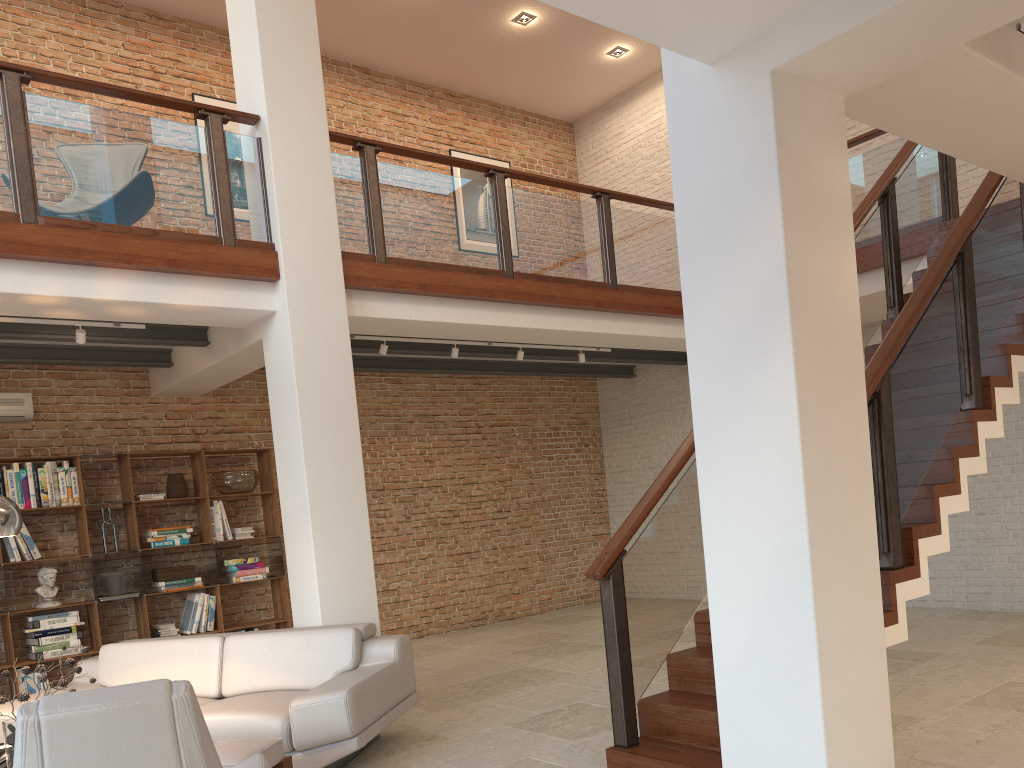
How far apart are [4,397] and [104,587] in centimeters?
178cm

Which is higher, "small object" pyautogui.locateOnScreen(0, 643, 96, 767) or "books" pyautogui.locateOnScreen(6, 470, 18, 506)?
"books" pyautogui.locateOnScreen(6, 470, 18, 506)

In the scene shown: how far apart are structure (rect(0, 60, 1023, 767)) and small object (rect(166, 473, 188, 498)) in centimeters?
283cm

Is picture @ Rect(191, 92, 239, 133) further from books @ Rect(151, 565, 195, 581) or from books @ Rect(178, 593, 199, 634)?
books @ Rect(178, 593, 199, 634)

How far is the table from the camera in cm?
368

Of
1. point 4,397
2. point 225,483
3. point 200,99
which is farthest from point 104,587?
point 200,99

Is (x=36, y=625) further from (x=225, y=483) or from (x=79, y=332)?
(x=79, y=332)

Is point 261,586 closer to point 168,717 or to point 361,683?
point 361,683

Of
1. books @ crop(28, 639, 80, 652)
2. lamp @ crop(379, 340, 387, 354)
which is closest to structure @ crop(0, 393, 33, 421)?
books @ crop(28, 639, 80, 652)

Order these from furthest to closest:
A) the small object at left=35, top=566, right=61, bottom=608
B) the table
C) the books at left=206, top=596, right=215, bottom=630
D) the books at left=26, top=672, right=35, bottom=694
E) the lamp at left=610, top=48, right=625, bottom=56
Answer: the lamp at left=610, top=48, right=625, bottom=56 < the books at left=206, top=596, right=215, bottom=630 < the small object at left=35, top=566, right=61, bottom=608 < the books at left=26, top=672, right=35, bottom=694 < the table
